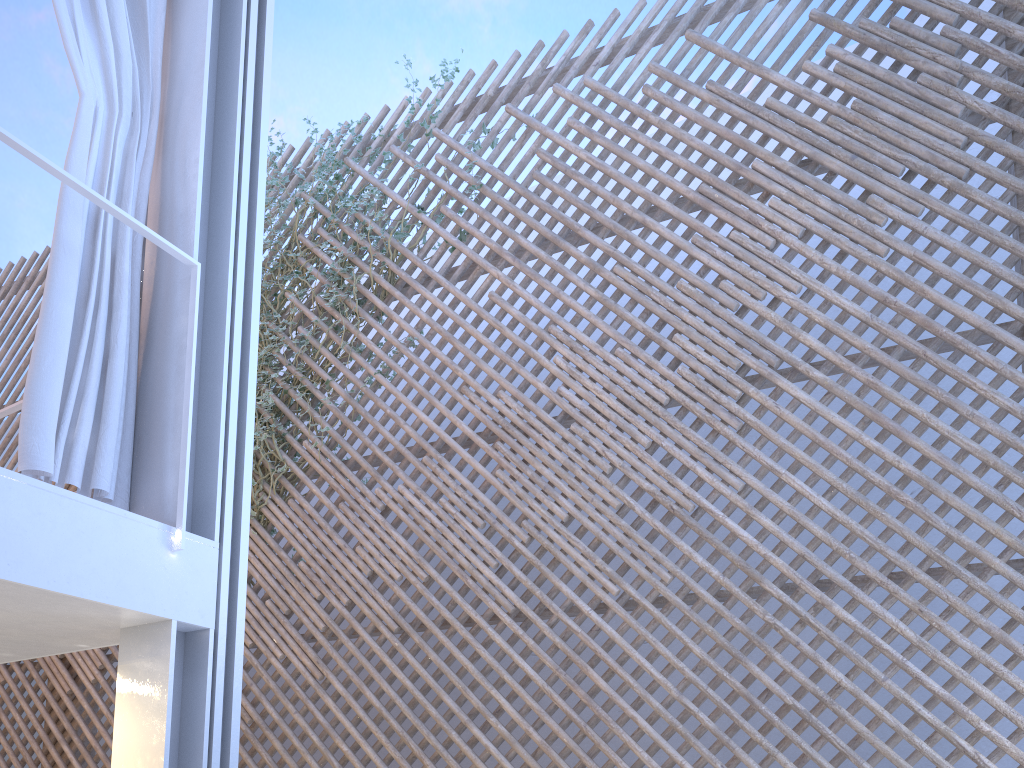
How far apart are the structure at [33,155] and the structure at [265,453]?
2.1 meters

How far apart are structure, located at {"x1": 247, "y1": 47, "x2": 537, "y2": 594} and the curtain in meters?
2.0 m

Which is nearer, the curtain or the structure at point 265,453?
the curtain

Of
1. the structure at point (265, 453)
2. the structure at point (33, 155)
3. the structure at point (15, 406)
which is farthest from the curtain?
the structure at point (265, 453)

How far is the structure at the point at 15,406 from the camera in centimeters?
210cm

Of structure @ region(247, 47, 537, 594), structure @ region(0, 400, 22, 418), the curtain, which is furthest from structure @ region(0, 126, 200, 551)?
structure @ region(247, 47, 537, 594)

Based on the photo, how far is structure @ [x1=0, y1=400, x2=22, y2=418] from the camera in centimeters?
210cm

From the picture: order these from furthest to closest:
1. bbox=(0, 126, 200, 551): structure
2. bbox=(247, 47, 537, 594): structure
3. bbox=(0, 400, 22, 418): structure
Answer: bbox=(247, 47, 537, 594): structure, bbox=(0, 400, 22, 418): structure, bbox=(0, 126, 200, 551): structure

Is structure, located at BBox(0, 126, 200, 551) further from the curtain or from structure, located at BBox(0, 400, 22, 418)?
structure, located at BBox(0, 400, 22, 418)

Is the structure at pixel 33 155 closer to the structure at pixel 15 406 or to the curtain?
the curtain
